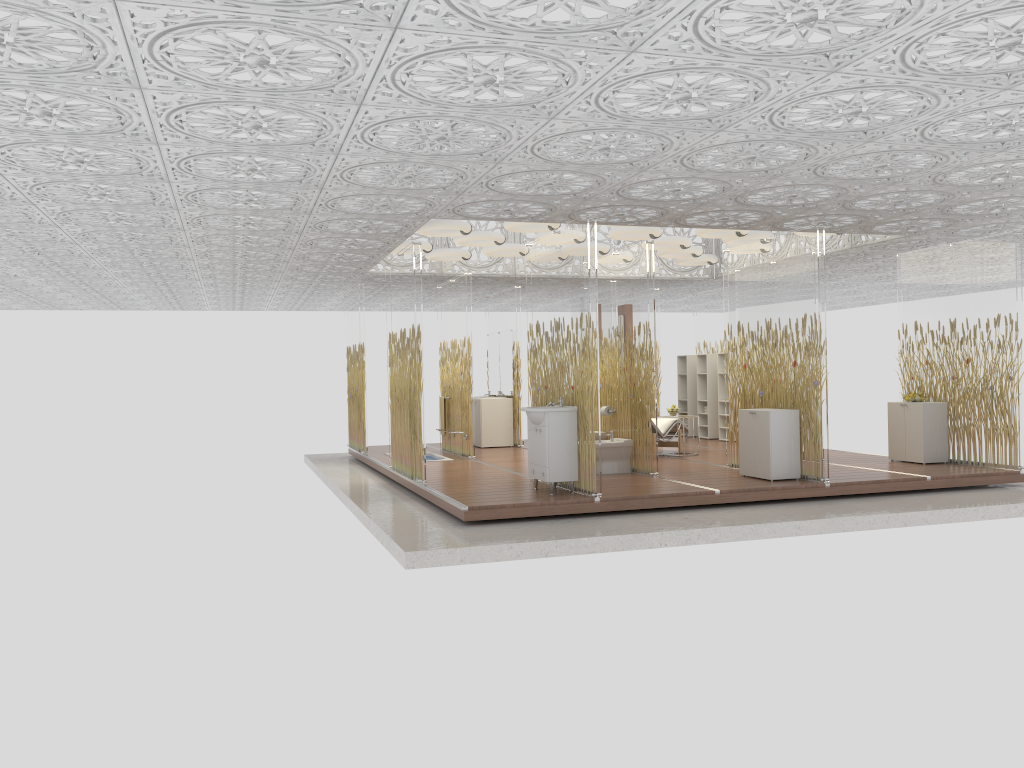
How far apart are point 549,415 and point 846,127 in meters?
3.6

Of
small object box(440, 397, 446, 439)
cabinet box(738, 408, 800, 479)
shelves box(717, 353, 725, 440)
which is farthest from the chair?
small object box(440, 397, 446, 439)

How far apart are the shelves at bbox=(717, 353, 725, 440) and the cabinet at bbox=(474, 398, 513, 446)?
3.55m

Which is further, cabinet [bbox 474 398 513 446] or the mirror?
the mirror

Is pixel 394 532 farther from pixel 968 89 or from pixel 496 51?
pixel 968 89

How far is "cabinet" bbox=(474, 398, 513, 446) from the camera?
14.3m

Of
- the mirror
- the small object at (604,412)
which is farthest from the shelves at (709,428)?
the small object at (604,412)

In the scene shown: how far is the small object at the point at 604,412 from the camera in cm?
1065

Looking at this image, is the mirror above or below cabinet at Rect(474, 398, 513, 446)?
above

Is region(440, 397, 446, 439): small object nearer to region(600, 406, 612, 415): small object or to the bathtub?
the bathtub
